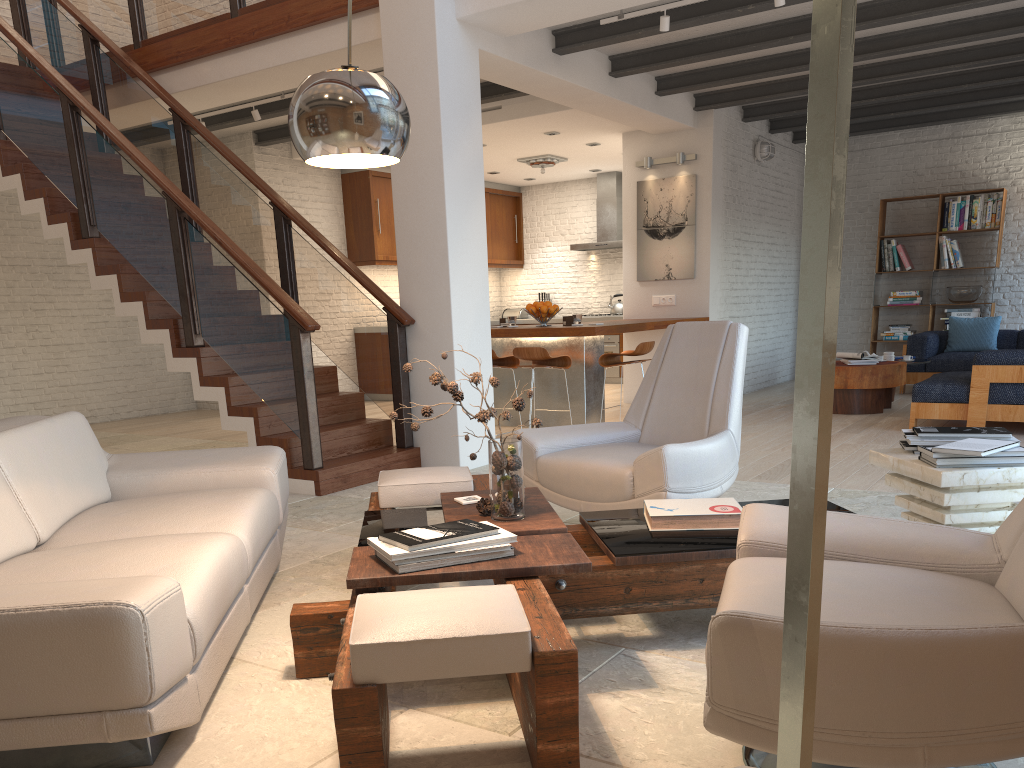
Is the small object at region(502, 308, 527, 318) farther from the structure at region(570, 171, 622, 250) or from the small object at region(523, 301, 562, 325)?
the small object at region(523, 301, 562, 325)

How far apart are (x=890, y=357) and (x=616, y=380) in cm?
433

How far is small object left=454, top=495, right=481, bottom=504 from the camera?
3.28m

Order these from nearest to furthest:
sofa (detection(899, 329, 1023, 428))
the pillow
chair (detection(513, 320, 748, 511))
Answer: chair (detection(513, 320, 748, 511)) < sofa (detection(899, 329, 1023, 428)) < the pillow

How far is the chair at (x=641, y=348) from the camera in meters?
7.6

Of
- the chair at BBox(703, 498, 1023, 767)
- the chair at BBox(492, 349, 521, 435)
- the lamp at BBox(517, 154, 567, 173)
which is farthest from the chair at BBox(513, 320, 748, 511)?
the lamp at BBox(517, 154, 567, 173)

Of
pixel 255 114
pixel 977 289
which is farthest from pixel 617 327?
pixel 977 289

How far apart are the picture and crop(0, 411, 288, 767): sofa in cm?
635

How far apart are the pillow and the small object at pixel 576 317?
4.9 meters

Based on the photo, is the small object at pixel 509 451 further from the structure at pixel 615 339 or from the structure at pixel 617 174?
the structure at pixel 617 174
